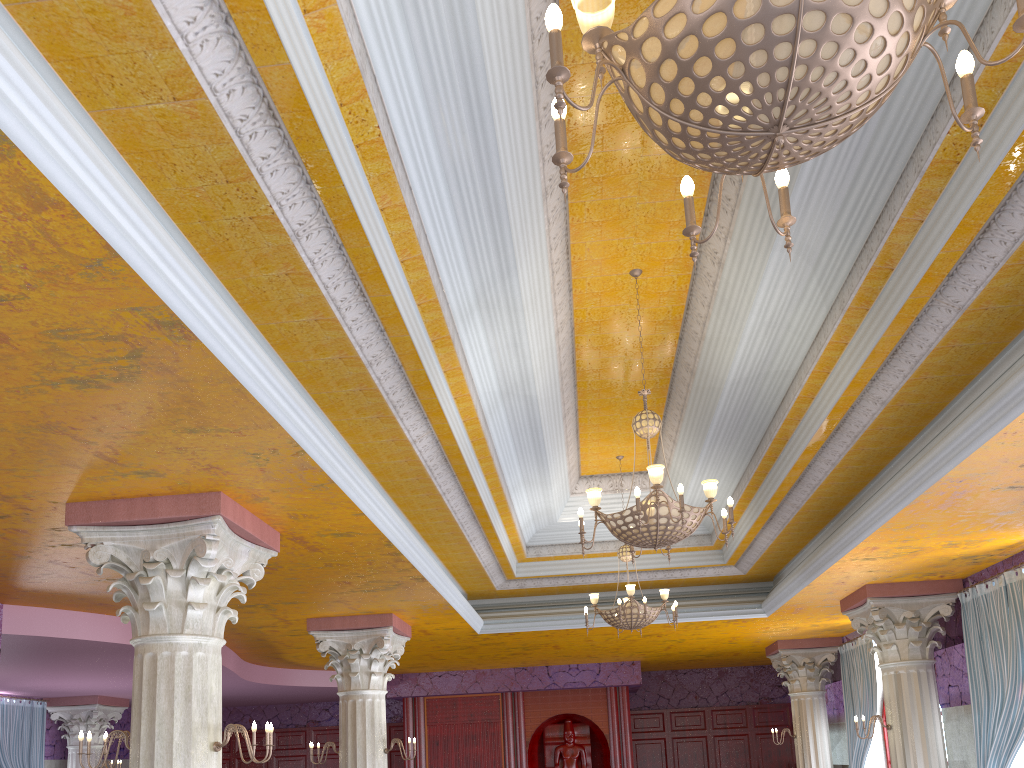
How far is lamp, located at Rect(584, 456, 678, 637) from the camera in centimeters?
917cm

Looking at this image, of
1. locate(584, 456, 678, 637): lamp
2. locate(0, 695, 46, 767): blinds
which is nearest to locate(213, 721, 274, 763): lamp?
locate(584, 456, 678, 637): lamp

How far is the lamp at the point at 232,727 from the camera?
5.37m

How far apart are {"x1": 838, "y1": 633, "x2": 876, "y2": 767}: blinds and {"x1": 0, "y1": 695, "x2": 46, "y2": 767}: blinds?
12.95m

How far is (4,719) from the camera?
13.5 meters

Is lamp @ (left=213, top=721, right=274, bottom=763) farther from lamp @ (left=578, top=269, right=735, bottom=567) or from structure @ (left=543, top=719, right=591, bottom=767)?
structure @ (left=543, top=719, right=591, bottom=767)

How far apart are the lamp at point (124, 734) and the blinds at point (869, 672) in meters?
10.1

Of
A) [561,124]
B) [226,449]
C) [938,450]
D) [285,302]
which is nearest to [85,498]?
[226,449]

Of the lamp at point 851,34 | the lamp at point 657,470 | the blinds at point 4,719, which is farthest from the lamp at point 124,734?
the blinds at point 4,719

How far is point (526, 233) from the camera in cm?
553
